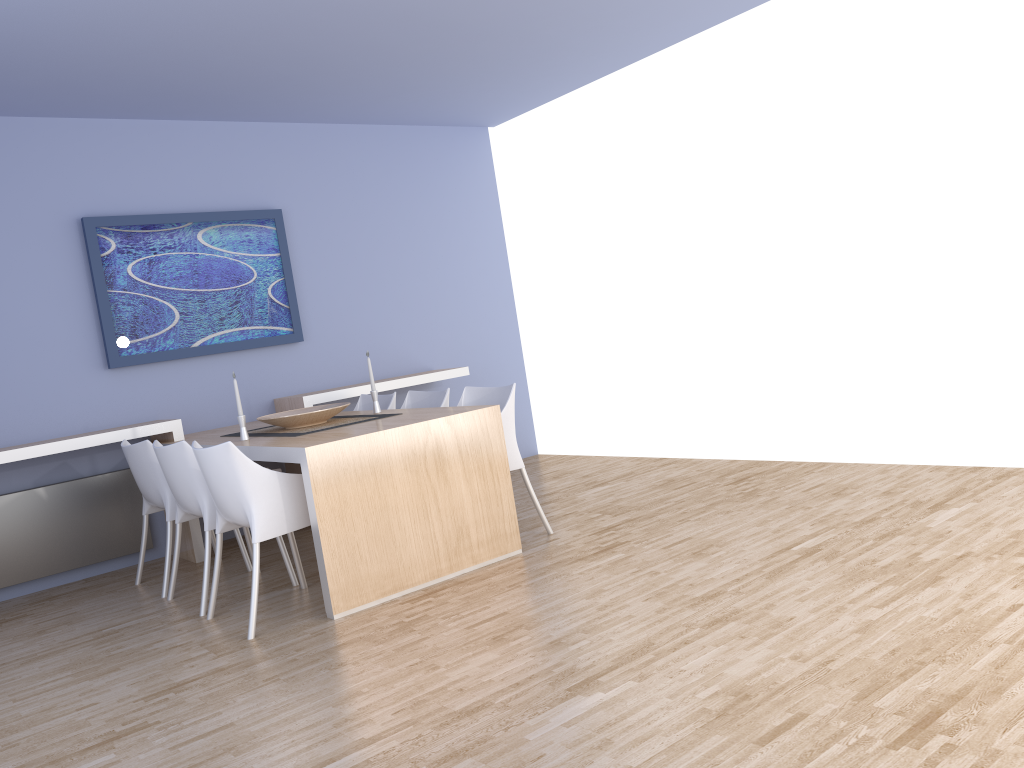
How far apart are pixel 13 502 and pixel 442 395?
2.4 meters

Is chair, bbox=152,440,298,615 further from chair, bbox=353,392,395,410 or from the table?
chair, bbox=353,392,395,410

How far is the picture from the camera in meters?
5.3

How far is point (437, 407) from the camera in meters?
4.6 m

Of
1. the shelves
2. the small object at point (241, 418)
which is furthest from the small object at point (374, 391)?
the shelves

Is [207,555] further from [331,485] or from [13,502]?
[13,502]

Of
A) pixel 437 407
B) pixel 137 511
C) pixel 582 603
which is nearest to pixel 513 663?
pixel 582 603

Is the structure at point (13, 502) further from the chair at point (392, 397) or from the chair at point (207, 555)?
the chair at point (392, 397)

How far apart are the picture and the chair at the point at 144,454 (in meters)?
0.71

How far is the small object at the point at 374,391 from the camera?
4.86m
